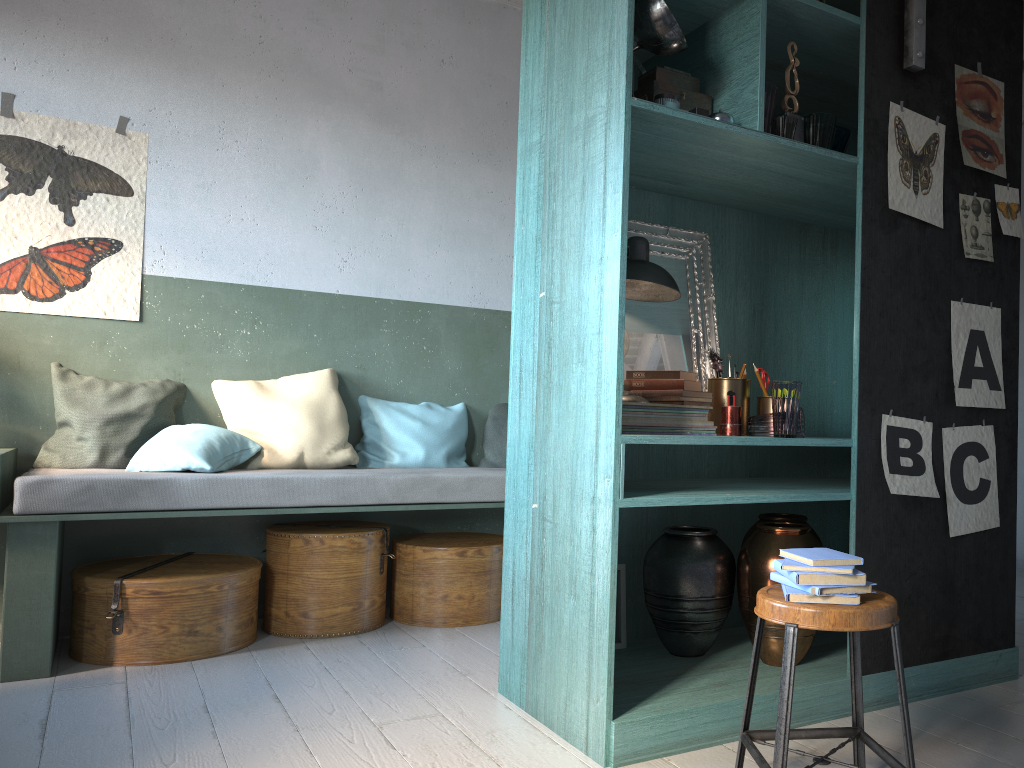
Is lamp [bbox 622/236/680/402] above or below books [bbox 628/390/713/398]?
above

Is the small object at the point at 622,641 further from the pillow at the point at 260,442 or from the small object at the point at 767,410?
the pillow at the point at 260,442

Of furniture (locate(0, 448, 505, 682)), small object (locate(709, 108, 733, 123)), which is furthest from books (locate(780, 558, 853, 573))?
furniture (locate(0, 448, 505, 682))

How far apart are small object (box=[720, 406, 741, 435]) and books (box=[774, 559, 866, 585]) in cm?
93

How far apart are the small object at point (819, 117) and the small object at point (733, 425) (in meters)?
1.08

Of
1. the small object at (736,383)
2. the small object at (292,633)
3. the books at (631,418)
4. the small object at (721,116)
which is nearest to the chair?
the books at (631,418)

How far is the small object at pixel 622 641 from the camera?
3.7m

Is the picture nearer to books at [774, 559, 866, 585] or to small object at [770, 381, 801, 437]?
small object at [770, 381, 801, 437]

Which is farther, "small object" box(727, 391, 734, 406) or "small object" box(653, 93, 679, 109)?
"small object" box(727, 391, 734, 406)

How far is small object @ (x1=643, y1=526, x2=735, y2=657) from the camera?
3.5m
